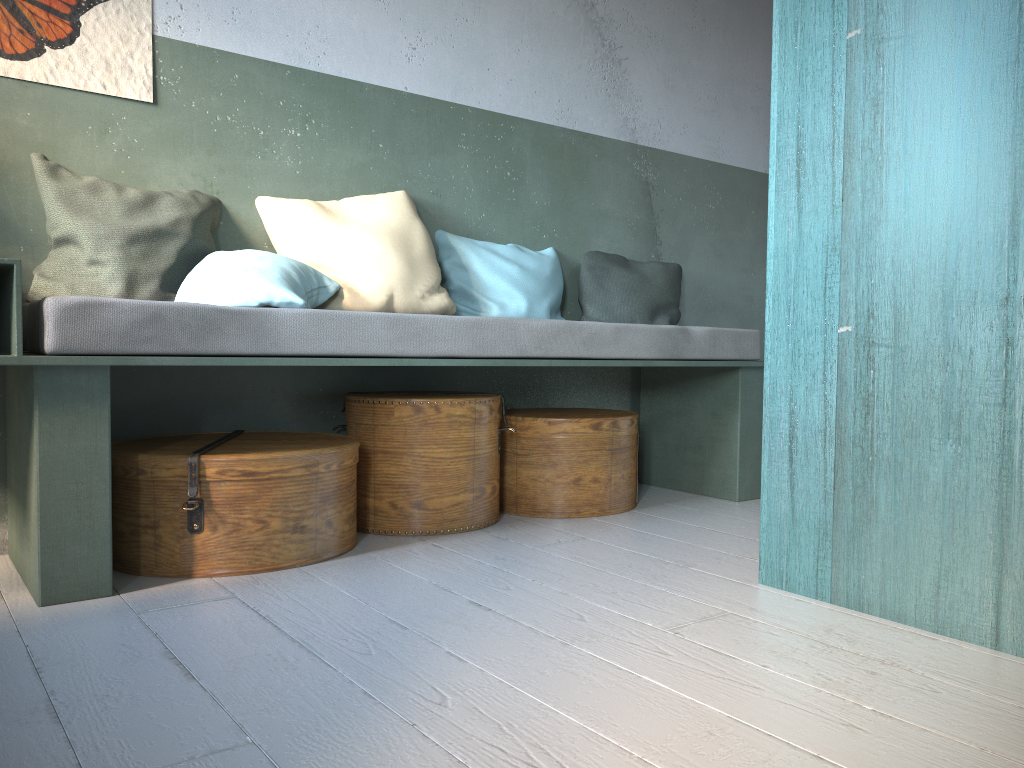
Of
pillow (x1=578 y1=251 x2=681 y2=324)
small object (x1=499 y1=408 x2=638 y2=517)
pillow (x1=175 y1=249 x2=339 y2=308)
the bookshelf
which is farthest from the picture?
the bookshelf

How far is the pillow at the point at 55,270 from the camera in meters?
3.1

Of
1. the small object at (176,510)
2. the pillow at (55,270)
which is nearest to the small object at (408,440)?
Result: the small object at (176,510)

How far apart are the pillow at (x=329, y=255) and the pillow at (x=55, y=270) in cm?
16

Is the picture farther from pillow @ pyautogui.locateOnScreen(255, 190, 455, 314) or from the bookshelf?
the bookshelf

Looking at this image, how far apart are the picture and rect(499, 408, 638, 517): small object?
1.9 meters

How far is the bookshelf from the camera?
2.0m

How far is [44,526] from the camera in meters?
2.6

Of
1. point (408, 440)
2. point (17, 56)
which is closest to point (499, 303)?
point (408, 440)

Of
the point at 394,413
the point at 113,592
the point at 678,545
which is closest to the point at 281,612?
the point at 113,592
